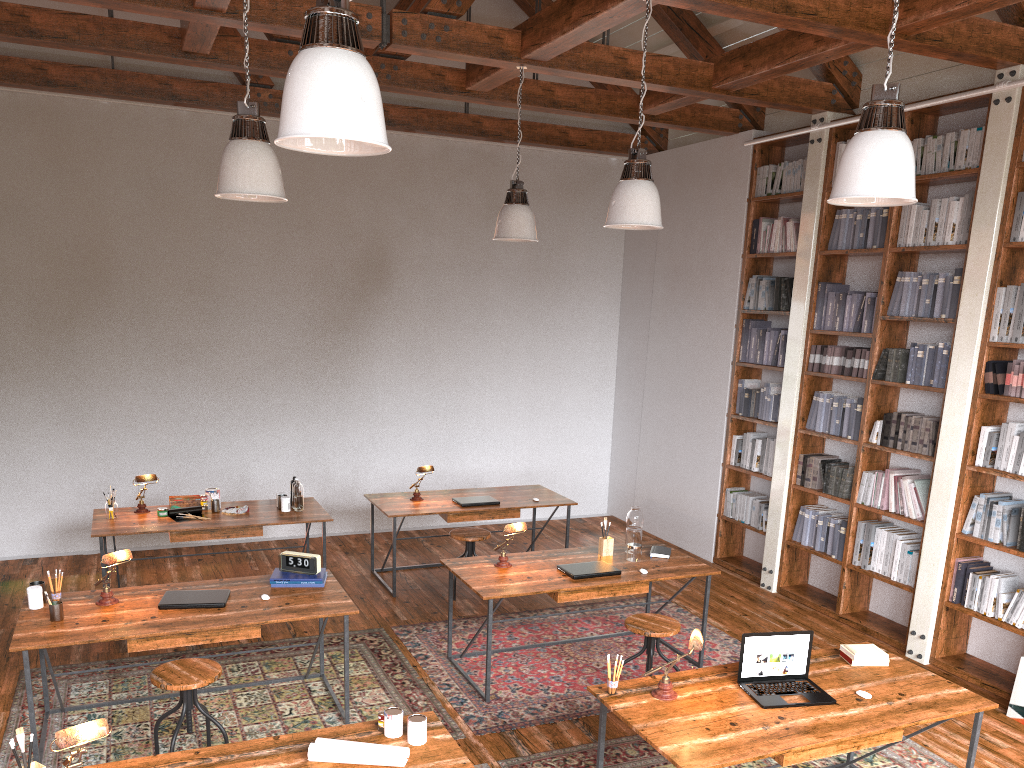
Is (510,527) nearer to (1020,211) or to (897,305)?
(897,305)

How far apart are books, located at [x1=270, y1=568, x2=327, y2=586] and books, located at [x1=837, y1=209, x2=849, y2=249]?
4.3m

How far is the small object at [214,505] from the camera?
6.24m

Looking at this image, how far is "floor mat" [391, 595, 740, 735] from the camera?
4.7m

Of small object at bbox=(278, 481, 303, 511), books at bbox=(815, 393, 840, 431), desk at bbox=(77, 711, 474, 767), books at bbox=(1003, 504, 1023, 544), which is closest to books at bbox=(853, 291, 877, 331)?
Result: books at bbox=(815, 393, 840, 431)

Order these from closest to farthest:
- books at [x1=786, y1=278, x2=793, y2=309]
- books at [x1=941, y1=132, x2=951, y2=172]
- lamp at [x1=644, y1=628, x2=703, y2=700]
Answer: lamp at [x1=644, y1=628, x2=703, y2=700]
books at [x1=941, y1=132, x2=951, y2=172]
books at [x1=786, y1=278, x2=793, y2=309]

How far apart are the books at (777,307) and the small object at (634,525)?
2.40m

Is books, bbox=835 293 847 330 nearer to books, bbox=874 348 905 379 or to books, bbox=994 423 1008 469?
books, bbox=874 348 905 379

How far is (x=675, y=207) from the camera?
8.28m

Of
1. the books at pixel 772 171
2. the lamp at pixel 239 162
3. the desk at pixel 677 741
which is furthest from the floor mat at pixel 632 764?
the books at pixel 772 171
